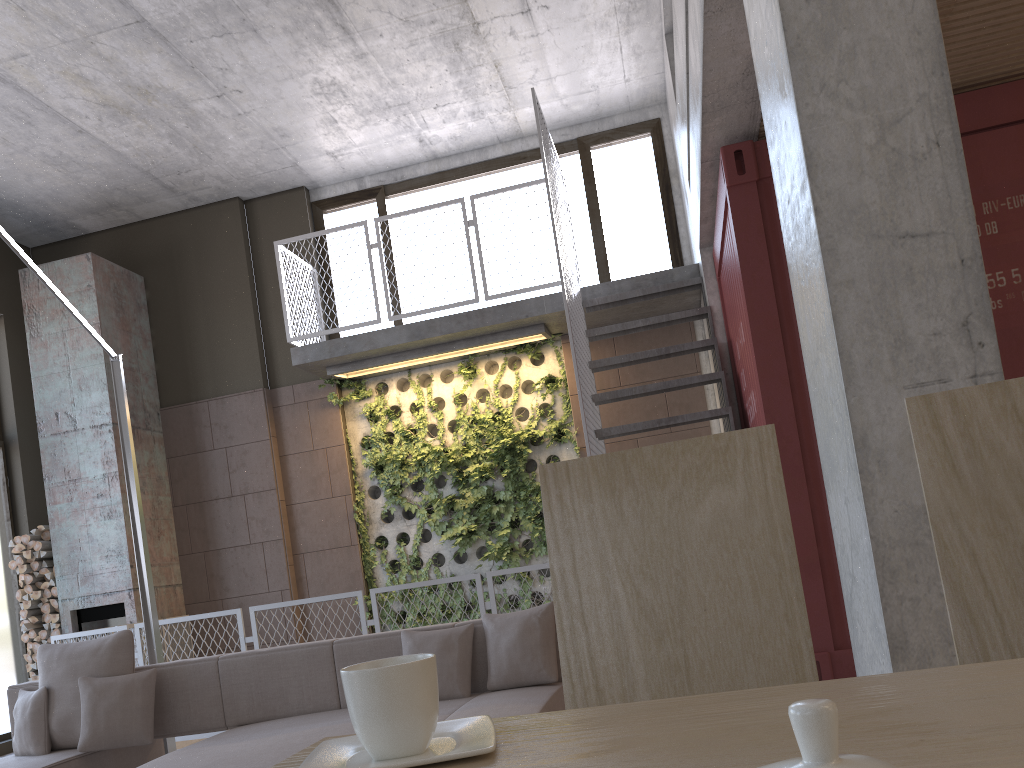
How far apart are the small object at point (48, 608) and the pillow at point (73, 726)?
Answer: 4.3 meters

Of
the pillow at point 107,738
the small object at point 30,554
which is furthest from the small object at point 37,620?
the pillow at point 107,738

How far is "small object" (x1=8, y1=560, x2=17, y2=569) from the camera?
8.2m

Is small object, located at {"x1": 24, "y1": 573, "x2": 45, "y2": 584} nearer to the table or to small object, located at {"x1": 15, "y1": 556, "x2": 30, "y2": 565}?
small object, located at {"x1": 15, "y1": 556, "x2": 30, "y2": 565}

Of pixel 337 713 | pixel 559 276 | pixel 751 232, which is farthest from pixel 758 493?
pixel 559 276

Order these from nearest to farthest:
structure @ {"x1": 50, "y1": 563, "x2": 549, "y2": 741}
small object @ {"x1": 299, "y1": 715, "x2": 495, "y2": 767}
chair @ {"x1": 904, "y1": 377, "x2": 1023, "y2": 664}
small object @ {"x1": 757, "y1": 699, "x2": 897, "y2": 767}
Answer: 1. small object @ {"x1": 757, "y1": 699, "x2": 897, "y2": 767}
2. small object @ {"x1": 299, "y1": 715, "x2": 495, "y2": 767}
3. chair @ {"x1": 904, "y1": 377, "x2": 1023, "y2": 664}
4. structure @ {"x1": 50, "y1": 563, "x2": 549, "y2": 741}

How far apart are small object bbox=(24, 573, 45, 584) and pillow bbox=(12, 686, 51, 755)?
4.3m

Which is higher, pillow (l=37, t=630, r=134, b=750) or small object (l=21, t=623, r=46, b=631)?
small object (l=21, t=623, r=46, b=631)

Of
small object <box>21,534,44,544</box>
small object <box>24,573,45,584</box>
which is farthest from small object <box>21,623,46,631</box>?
small object <box>21,534,44,544</box>

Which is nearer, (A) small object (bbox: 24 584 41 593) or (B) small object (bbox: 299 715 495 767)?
(B) small object (bbox: 299 715 495 767)
